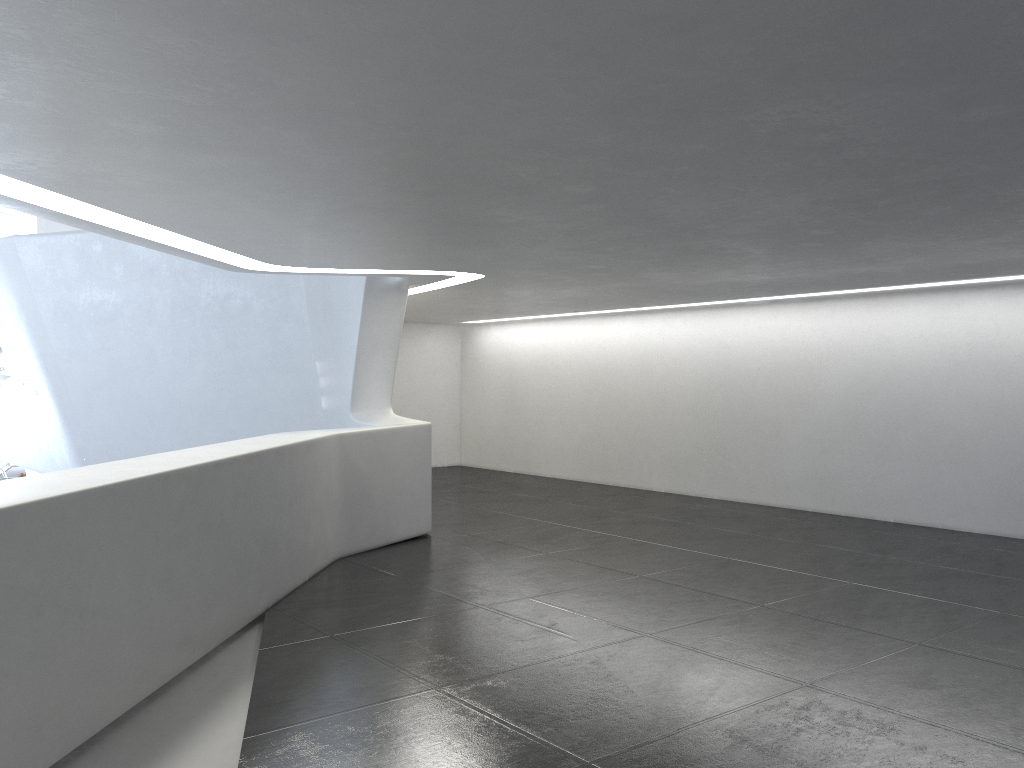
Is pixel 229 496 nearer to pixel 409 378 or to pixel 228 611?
pixel 228 611

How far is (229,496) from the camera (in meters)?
8.24

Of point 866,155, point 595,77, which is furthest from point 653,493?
point 595,77
